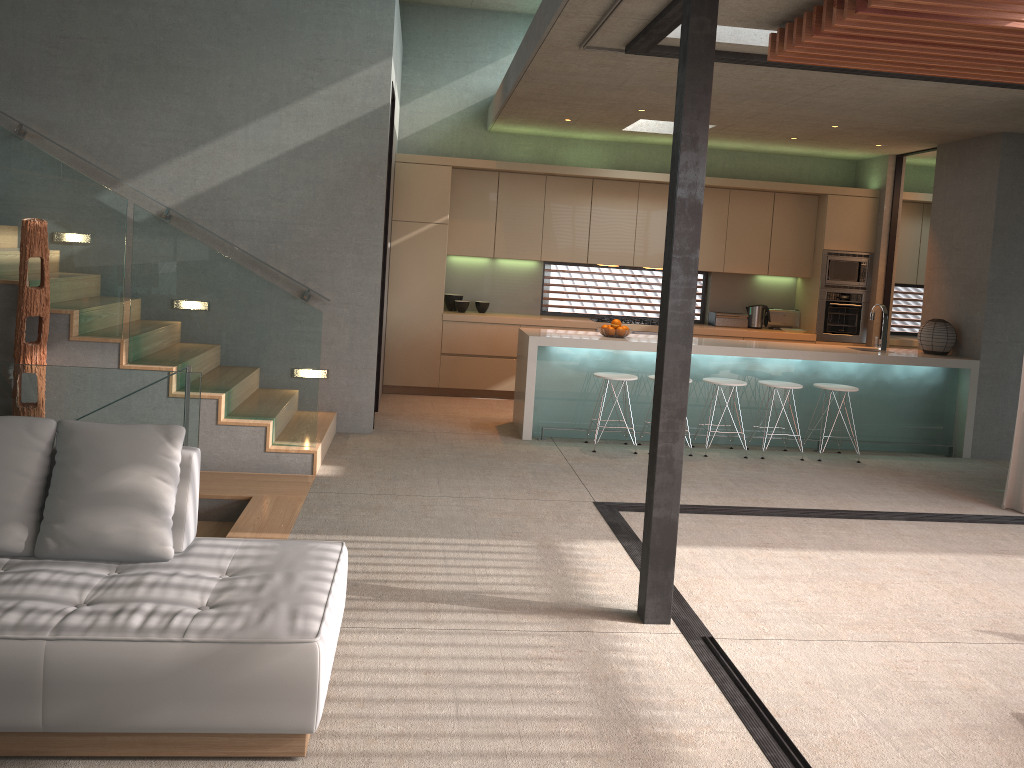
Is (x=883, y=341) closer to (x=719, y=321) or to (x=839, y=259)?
(x=839, y=259)

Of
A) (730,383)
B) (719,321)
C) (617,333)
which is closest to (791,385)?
(730,383)

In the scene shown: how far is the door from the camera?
9.6 meters

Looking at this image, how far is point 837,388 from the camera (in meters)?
7.71

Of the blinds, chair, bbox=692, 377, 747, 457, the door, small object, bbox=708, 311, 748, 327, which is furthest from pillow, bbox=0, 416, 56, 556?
the door

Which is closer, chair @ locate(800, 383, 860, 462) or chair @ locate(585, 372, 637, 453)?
chair @ locate(585, 372, 637, 453)

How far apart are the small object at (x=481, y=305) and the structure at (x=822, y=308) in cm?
376

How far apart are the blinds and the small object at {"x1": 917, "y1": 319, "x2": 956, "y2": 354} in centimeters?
203cm

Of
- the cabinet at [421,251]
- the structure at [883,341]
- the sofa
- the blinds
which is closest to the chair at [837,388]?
the structure at [883,341]

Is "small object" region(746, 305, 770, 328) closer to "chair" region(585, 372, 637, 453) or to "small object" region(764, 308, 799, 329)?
"small object" region(764, 308, 799, 329)
